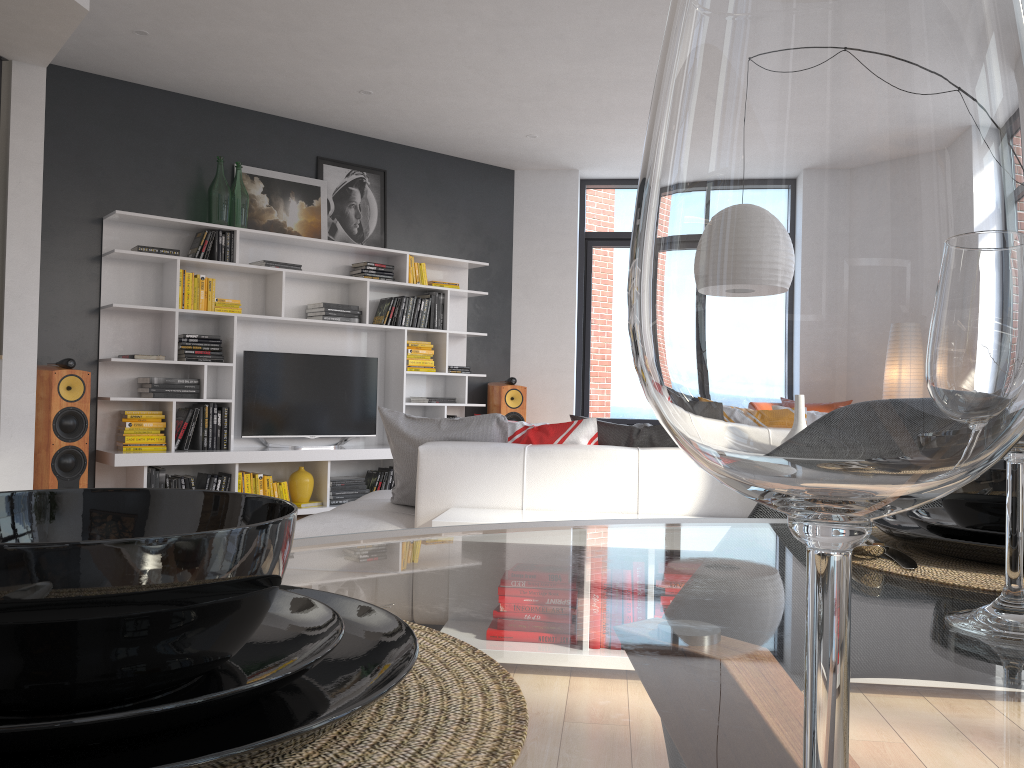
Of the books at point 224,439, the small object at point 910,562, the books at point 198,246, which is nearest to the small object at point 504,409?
A: the books at point 224,439

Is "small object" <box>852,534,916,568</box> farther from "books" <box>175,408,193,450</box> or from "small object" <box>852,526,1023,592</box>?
"books" <box>175,408,193,450</box>

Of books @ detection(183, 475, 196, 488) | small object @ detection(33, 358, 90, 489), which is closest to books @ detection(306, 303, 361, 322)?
books @ detection(183, 475, 196, 488)

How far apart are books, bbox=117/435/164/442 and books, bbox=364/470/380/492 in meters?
1.6

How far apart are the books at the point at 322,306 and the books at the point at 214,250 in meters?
0.9 m

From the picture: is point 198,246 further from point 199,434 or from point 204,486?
point 204,486

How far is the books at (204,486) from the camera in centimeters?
603cm

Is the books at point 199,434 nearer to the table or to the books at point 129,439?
the books at point 129,439

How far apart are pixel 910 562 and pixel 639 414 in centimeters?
781cm

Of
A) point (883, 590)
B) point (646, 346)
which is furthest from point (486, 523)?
point (646, 346)
